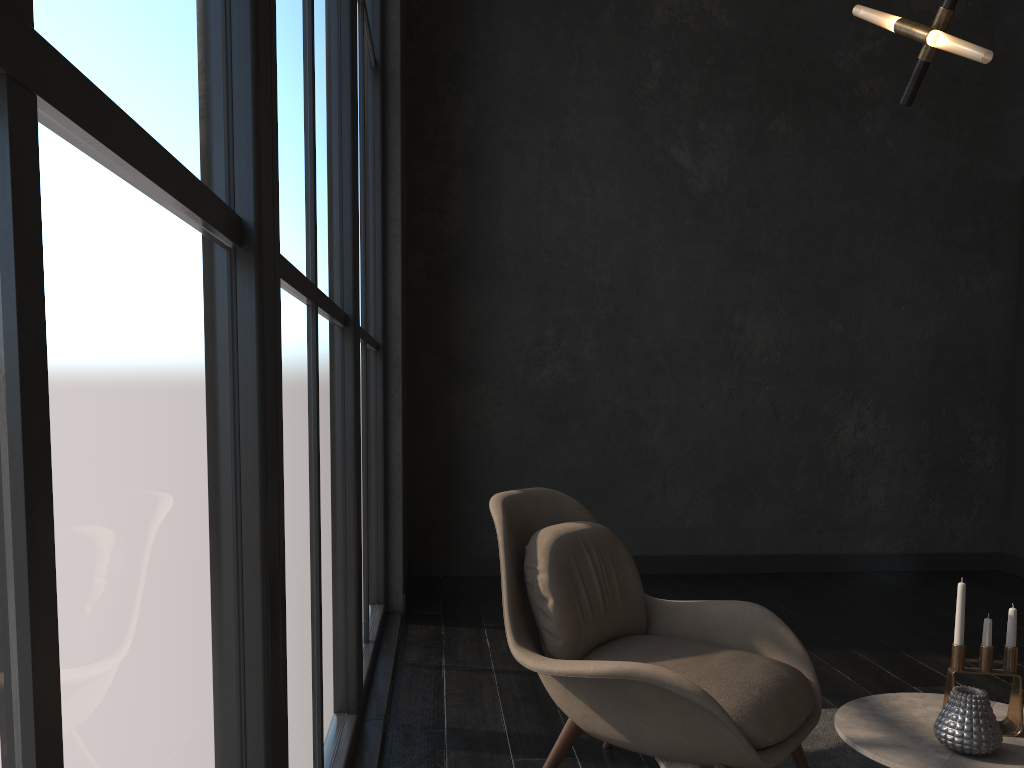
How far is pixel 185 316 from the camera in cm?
104

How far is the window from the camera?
0.6m

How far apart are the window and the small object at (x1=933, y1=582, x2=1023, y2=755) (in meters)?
1.32

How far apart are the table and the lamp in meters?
1.4

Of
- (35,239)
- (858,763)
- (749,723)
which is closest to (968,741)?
(749,723)

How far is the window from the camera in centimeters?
63cm

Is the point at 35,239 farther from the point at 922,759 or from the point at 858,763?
the point at 858,763

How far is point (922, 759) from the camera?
1.8 meters

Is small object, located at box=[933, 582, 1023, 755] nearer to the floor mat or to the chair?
the chair

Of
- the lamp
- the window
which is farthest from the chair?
the lamp
